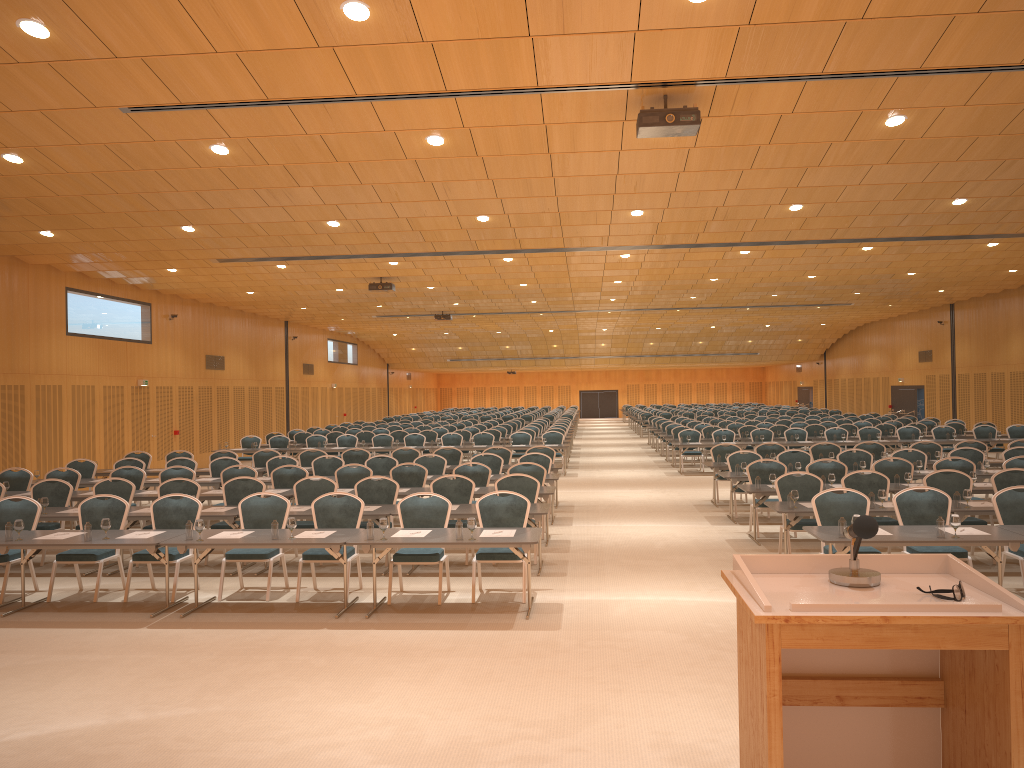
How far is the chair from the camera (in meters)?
9.61

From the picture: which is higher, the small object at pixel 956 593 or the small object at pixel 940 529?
the small object at pixel 956 593

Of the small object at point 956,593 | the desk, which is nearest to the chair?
the desk

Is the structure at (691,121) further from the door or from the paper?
the door

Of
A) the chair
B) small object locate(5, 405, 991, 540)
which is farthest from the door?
small object locate(5, 405, 991, 540)

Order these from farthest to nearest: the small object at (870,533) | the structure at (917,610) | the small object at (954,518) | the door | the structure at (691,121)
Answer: the door → the structure at (691,121) → the small object at (954,518) → the small object at (870,533) → the structure at (917,610)

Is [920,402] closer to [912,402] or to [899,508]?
[912,402]

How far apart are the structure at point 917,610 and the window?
35.6m

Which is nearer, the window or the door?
the window

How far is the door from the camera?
36.16m
